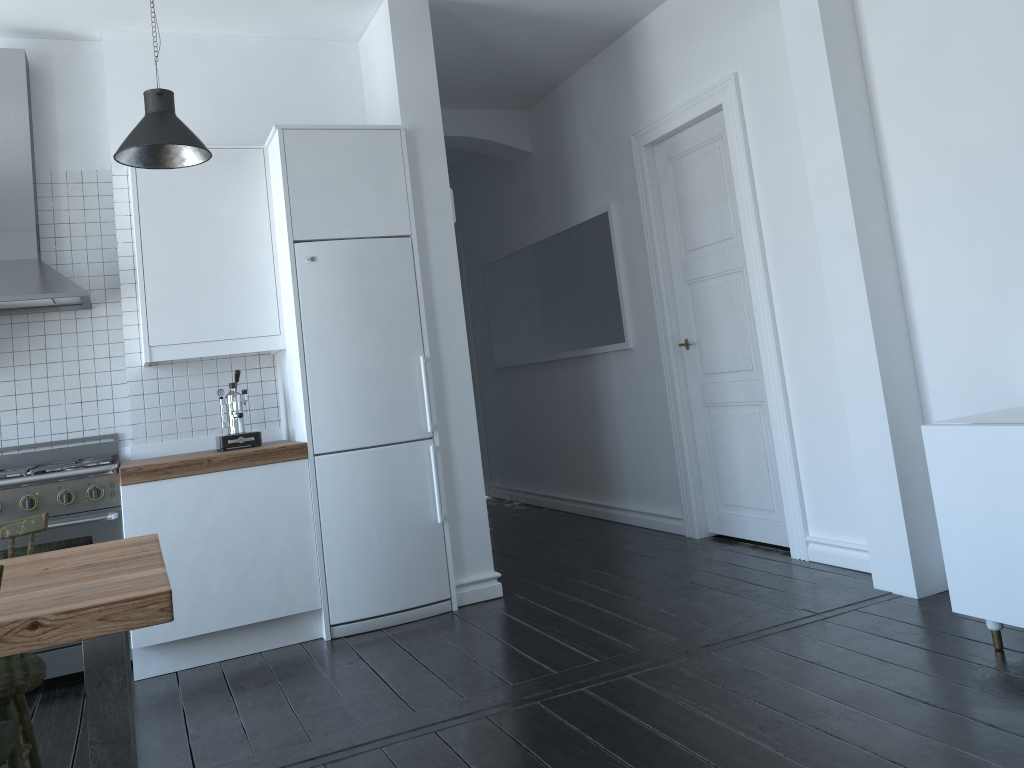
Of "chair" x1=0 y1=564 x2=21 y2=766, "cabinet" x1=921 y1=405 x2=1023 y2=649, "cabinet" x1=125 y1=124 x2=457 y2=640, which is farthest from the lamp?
"cabinet" x1=921 y1=405 x2=1023 y2=649

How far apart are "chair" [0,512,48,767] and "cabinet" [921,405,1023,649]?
2.8 meters

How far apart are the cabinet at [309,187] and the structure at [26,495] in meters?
0.5 m

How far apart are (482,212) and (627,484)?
3.0m

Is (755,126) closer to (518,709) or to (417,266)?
(417,266)

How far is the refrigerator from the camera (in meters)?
4.09

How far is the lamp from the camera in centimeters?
344cm

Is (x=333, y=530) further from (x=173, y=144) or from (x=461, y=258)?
(x=461, y=258)

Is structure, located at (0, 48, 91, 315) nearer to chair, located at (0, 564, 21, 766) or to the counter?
the counter

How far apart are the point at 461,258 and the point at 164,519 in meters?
4.9 m
